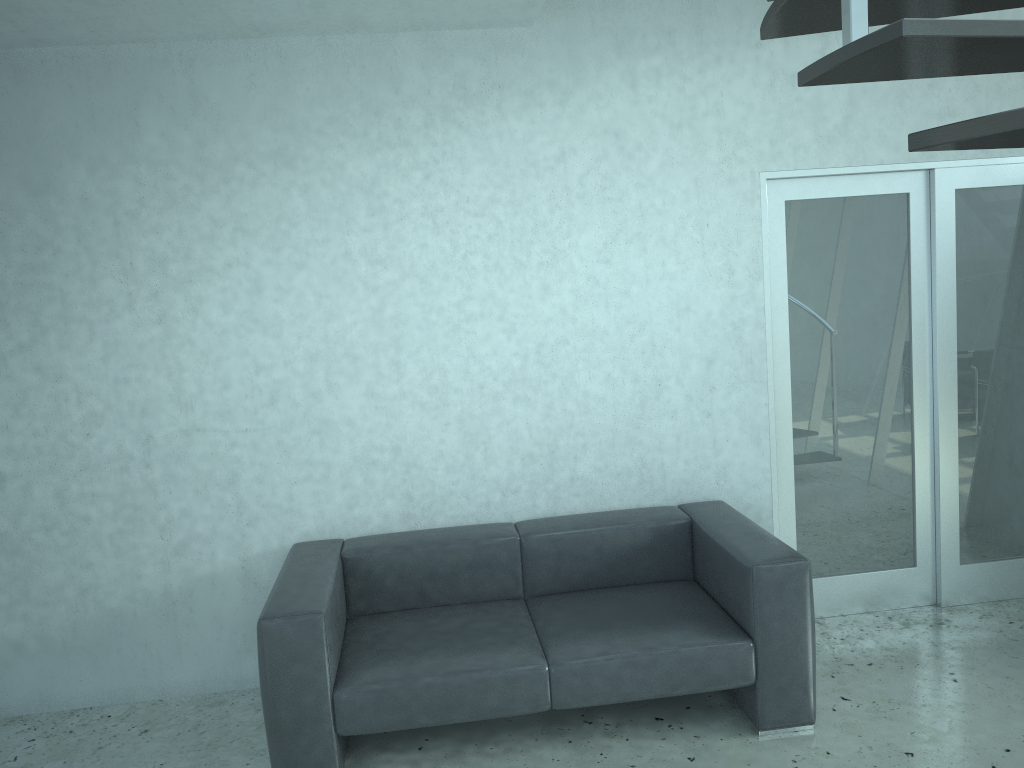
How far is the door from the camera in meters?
4.1

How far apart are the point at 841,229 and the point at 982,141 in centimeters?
309cm

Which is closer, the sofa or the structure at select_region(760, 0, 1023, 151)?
the structure at select_region(760, 0, 1023, 151)

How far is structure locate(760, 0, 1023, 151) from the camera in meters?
1.2

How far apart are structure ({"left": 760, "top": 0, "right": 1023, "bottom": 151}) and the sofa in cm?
197

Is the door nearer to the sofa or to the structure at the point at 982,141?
the sofa

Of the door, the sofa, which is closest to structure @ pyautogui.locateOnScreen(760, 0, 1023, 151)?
the sofa

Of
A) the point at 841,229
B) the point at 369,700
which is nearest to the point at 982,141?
the point at 369,700

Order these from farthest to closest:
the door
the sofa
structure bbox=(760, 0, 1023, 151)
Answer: the door < the sofa < structure bbox=(760, 0, 1023, 151)

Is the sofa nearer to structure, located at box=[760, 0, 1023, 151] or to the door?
the door
